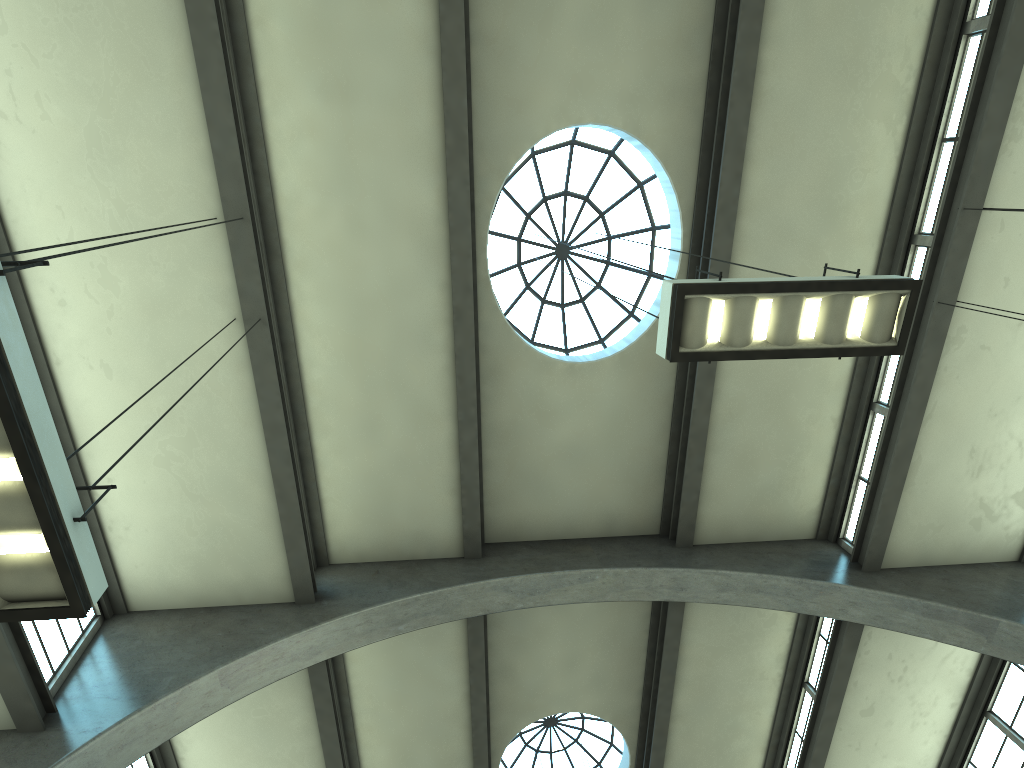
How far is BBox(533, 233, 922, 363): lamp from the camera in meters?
5.4 m

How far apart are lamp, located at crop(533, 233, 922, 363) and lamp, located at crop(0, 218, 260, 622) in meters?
3.6

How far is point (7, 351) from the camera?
3.1m

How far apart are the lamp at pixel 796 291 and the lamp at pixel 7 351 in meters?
3.6

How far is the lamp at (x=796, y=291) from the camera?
5.4m

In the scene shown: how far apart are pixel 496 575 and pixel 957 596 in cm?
609

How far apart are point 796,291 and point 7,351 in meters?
4.6 m

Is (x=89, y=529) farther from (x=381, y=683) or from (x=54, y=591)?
(x=381, y=683)

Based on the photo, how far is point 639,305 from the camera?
13.04m

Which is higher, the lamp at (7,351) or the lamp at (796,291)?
the lamp at (796,291)
